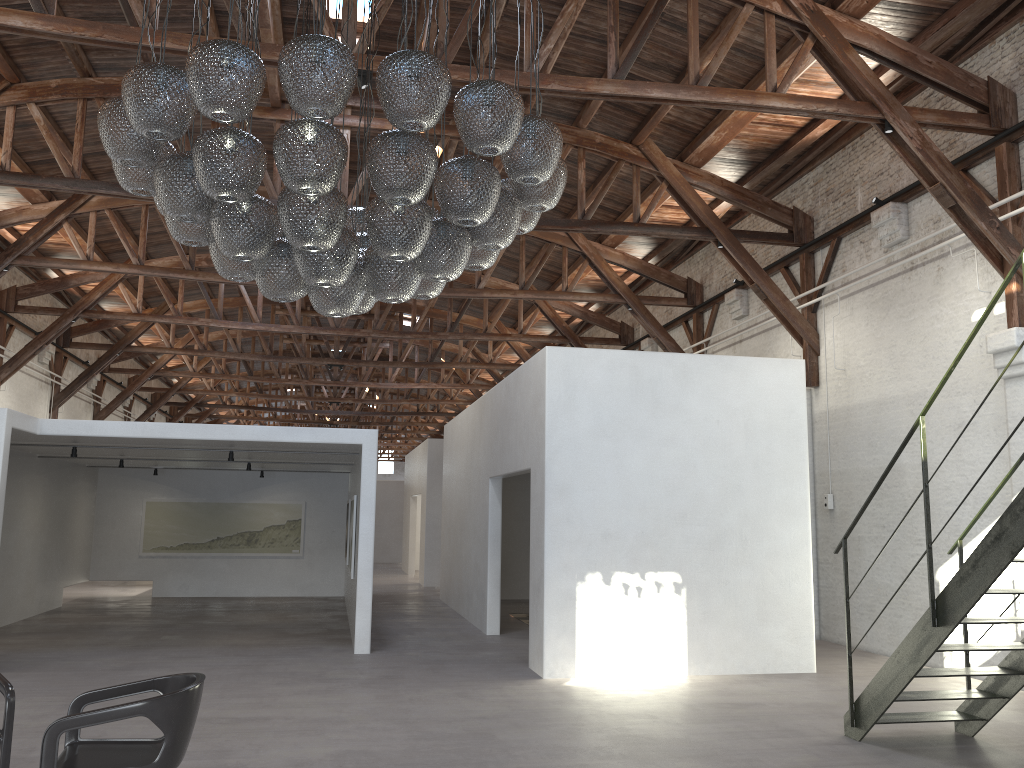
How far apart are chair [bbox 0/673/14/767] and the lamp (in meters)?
2.40

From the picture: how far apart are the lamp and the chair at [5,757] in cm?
240

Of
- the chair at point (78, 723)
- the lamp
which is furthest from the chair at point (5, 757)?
the lamp

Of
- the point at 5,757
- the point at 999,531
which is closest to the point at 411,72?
the point at 5,757

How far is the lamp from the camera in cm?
406

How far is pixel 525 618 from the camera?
13.43m

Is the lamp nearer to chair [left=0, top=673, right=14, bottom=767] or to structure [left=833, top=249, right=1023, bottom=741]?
chair [left=0, top=673, right=14, bottom=767]

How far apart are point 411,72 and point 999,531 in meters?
4.0

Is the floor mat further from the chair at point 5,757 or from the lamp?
the chair at point 5,757

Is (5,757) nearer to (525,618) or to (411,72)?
(411,72)
